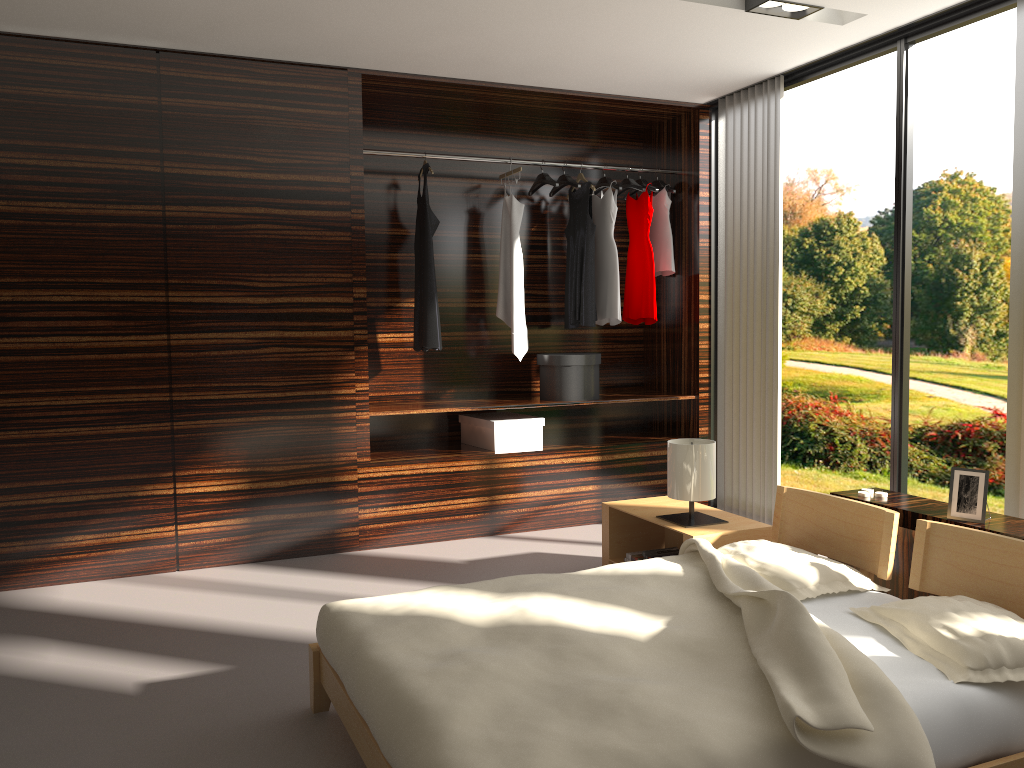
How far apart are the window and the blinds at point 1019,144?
0.12m

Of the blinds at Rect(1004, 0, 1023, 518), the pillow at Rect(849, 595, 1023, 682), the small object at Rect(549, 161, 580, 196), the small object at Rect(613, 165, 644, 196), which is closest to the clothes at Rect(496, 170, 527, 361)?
the small object at Rect(549, 161, 580, 196)

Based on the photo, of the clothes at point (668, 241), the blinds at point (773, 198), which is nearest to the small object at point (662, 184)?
the clothes at point (668, 241)

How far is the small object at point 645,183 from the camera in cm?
528

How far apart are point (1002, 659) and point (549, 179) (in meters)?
3.60

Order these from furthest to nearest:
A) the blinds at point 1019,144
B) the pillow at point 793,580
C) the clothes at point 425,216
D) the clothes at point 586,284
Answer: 1. the clothes at point 586,284
2. the clothes at point 425,216
3. the blinds at point 1019,144
4. the pillow at point 793,580

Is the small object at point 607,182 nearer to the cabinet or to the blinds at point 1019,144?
the blinds at point 1019,144

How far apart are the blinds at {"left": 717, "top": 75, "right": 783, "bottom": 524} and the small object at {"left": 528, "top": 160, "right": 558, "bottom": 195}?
1.0 meters

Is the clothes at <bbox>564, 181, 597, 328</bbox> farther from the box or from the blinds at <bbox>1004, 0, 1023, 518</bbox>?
the blinds at <bbox>1004, 0, 1023, 518</bbox>

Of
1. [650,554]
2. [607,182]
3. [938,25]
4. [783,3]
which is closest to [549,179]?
[607,182]
